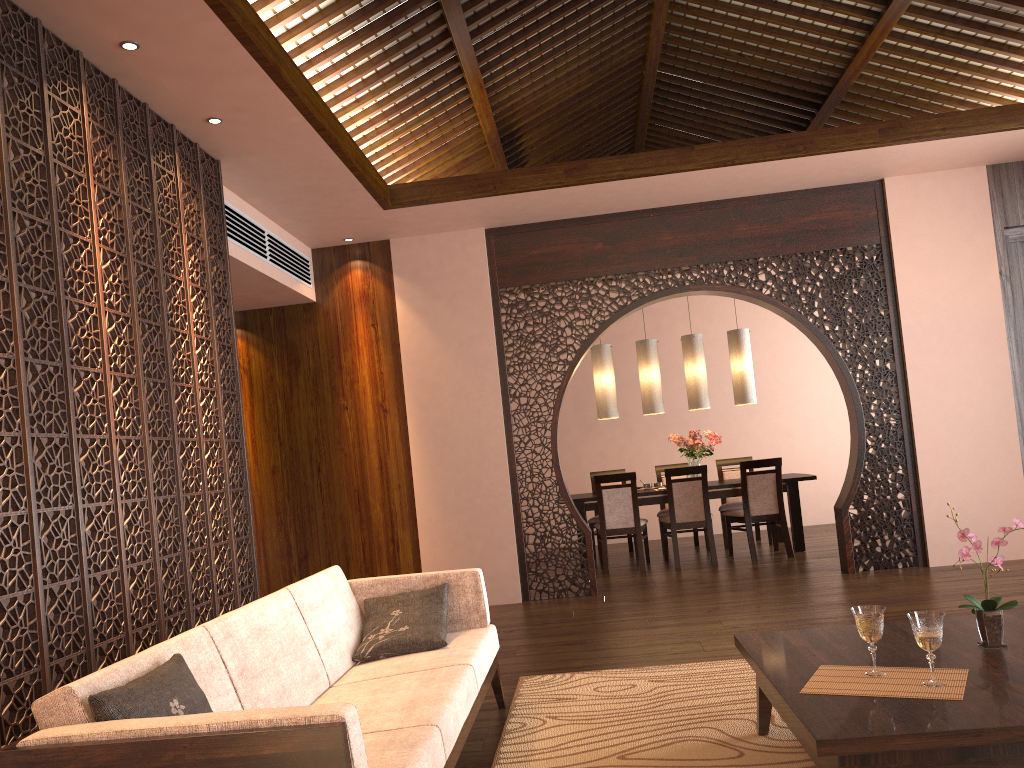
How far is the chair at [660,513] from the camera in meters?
8.5

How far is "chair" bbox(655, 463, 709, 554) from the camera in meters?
8.5 m

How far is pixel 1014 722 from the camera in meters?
2.0 m

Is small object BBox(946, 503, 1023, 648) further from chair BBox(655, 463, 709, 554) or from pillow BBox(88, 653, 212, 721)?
chair BBox(655, 463, 709, 554)

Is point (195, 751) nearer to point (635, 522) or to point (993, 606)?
point (993, 606)

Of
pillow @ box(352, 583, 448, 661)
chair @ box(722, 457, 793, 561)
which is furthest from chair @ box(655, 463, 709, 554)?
pillow @ box(352, 583, 448, 661)

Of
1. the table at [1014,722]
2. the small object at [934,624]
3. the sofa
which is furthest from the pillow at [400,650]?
the small object at [934,624]

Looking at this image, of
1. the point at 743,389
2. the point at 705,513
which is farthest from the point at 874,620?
the point at 743,389

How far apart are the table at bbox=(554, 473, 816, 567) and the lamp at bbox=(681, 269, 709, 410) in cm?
72

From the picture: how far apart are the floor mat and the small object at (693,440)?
4.12m
